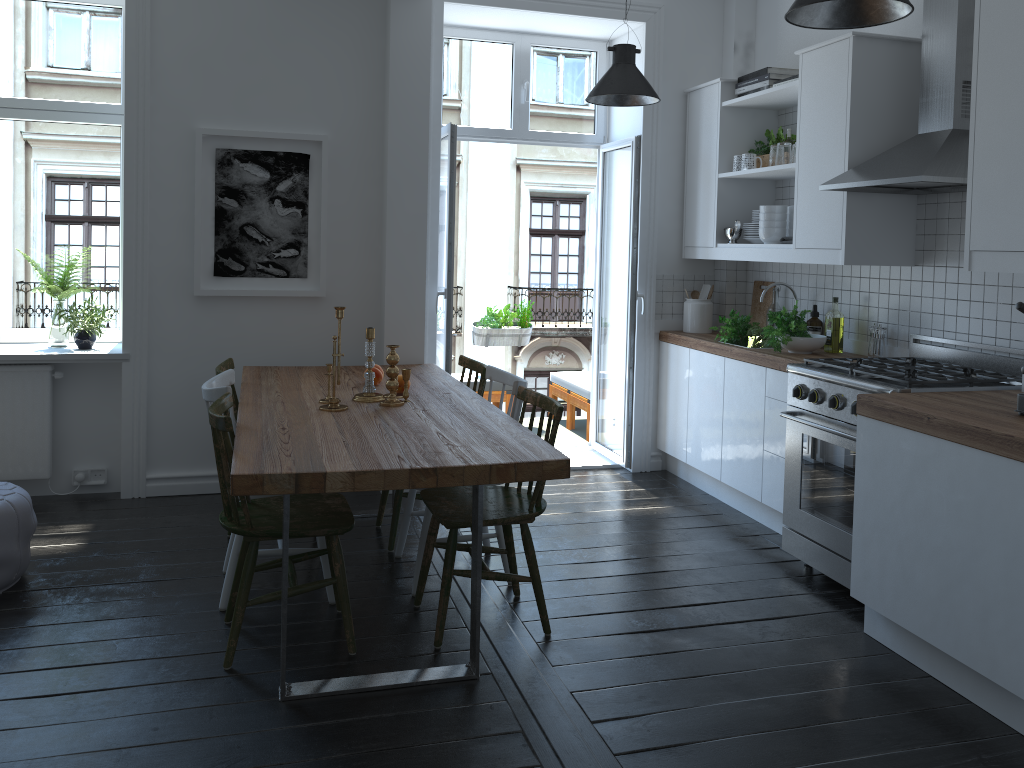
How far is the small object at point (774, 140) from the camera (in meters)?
4.84

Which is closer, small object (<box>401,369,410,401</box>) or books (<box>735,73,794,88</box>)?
small object (<box>401,369,410,401</box>)

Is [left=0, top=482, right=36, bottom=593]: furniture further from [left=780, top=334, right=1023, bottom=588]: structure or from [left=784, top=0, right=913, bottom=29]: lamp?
[left=784, top=0, right=913, bottom=29]: lamp

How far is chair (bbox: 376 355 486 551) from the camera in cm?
404

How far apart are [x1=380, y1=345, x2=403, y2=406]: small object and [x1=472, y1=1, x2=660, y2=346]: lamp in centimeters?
168cm

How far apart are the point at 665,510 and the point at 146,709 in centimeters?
287cm

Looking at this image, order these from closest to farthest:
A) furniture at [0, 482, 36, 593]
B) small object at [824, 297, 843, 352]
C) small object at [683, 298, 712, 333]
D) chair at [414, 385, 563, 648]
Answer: chair at [414, 385, 563, 648] → furniture at [0, 482, 36, 593] → small object at [824, 297, 843, 352] → small object at [683, 298, 712, 333]

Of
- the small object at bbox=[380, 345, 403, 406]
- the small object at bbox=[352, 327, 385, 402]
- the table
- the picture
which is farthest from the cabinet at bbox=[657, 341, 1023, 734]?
the picture

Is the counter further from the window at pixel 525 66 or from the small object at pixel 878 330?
the window at pixel 525 66

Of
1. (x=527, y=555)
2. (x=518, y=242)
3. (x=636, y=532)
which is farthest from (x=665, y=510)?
(x=518, y=242)
